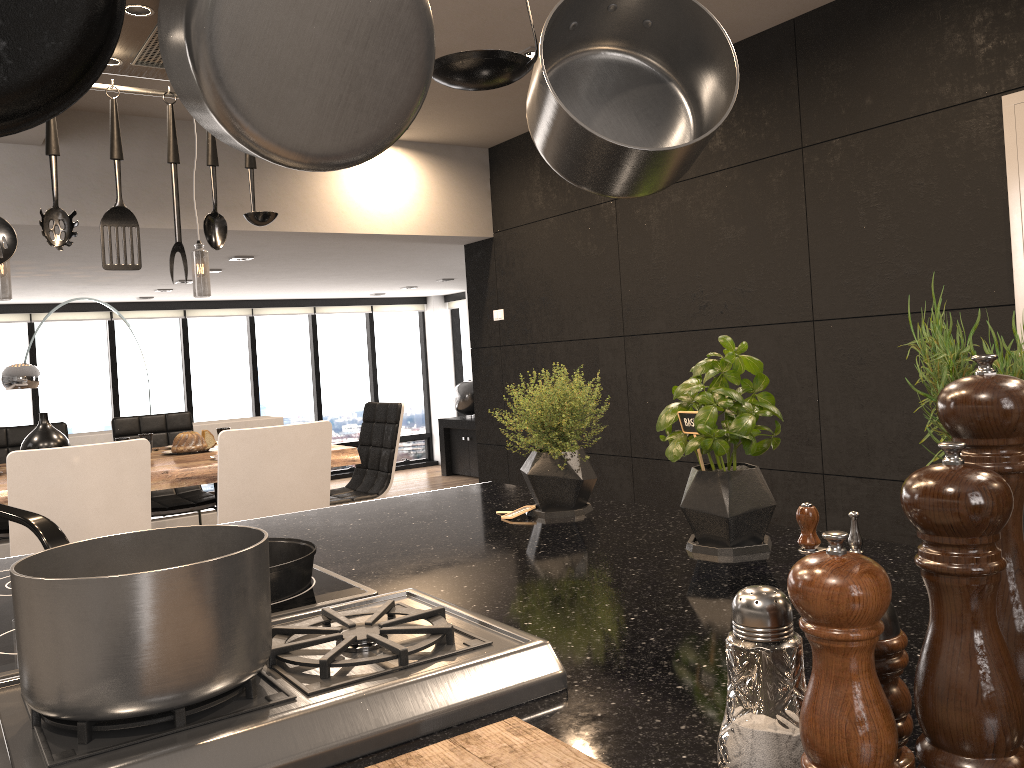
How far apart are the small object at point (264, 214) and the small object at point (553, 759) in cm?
125

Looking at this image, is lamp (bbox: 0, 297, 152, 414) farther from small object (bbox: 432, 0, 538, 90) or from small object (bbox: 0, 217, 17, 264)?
small object (bbox: 432, 0, 538, 90)

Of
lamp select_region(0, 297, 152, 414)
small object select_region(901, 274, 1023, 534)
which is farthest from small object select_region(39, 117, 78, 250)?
lamp select_region(0, 297, 152, 414)

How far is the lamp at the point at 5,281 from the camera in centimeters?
368cm

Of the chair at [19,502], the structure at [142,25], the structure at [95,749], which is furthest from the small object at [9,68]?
the chair at [19,502]

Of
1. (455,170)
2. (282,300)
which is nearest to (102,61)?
(455,170)

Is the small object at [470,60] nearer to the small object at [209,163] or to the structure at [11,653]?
the structure at [11,653]

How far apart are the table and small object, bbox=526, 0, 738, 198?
2.94m

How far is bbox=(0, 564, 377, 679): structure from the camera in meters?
1.0 m

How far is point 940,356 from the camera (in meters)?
0.93
